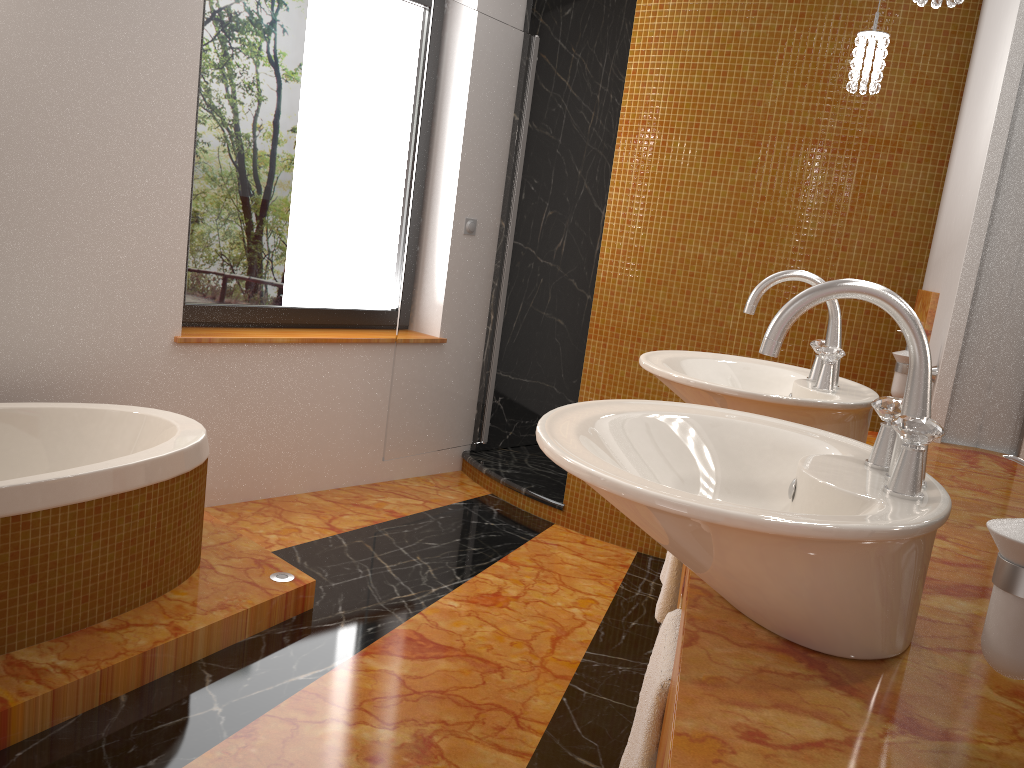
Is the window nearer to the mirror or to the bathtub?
the bathtub

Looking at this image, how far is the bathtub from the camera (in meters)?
1.98

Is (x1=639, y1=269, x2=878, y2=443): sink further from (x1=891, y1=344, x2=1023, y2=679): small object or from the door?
Result: the door

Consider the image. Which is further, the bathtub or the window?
the window

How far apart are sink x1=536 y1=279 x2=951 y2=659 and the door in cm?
241

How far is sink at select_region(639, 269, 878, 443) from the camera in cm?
149

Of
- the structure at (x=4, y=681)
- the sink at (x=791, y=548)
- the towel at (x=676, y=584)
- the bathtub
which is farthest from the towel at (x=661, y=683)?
the bathtub

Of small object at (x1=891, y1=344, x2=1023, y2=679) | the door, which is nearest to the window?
the door

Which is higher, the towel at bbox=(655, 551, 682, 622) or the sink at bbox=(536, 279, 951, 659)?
the sink at bbox=(536, 279, 951, 659)

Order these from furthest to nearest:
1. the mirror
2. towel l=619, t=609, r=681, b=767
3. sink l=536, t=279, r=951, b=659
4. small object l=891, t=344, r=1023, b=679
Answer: the mirror
towel l=619, t=609, r=681, b=767
sink l=536, t=279, r=951, b=659
small object l=891, t=344, r=1023, b=679
